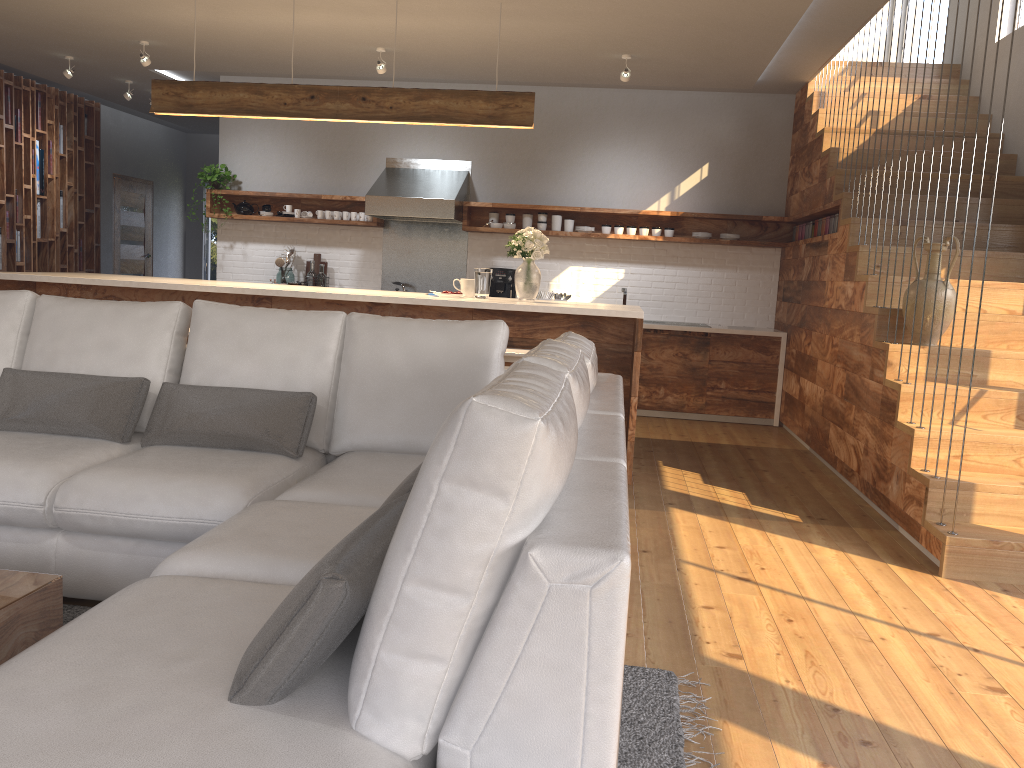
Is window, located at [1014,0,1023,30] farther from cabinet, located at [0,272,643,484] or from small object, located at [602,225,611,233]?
cabinet, located at [0,272,643,484]

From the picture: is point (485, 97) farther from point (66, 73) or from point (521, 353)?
point (66, 73)

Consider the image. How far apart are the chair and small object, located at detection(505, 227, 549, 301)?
0.60m

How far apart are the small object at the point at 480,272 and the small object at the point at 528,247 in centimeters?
20cm

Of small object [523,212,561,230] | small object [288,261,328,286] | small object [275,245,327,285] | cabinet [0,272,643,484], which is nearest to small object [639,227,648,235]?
small object [523,212,561,230]

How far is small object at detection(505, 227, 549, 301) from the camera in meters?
5.3 m

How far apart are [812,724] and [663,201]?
6.1m

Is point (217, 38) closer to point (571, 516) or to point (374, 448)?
point (374, 448)

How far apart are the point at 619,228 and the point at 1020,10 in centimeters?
335cm

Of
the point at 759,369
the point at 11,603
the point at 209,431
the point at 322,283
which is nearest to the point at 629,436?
the point at 209,431
